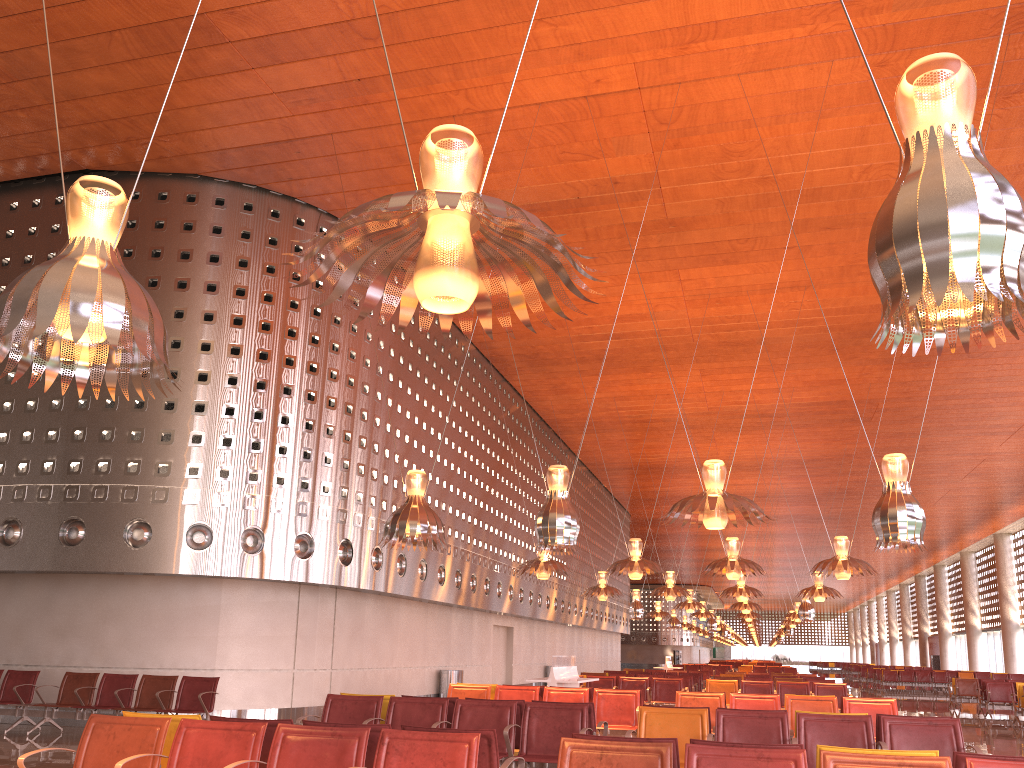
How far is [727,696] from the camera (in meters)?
16.44
